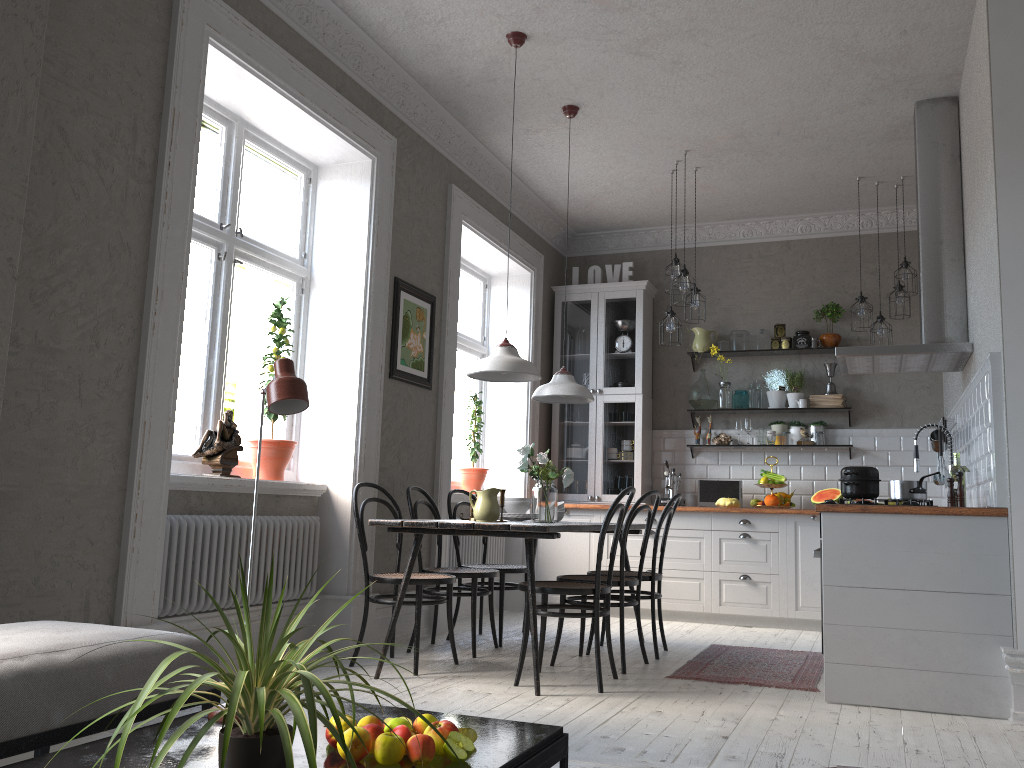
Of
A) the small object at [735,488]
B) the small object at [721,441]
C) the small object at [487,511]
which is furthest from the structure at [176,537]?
the small object at [721,441]

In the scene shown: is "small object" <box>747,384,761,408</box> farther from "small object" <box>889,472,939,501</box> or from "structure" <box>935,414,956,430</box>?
"small object" <box>889,472,939,501</box>

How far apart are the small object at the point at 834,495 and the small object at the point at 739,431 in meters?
0.9 m

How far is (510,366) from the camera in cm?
432

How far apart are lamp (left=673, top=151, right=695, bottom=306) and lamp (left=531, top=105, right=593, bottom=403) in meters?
1.1 m

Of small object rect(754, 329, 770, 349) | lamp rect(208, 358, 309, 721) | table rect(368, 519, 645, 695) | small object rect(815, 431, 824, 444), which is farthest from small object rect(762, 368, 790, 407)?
lamp rect(208, 358, 309, 721)

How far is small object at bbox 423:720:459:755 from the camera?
1.78m

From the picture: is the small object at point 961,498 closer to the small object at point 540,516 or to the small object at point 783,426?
the small object at point 540,516

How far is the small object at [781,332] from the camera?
7.2m

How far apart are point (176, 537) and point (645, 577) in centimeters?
249cm
